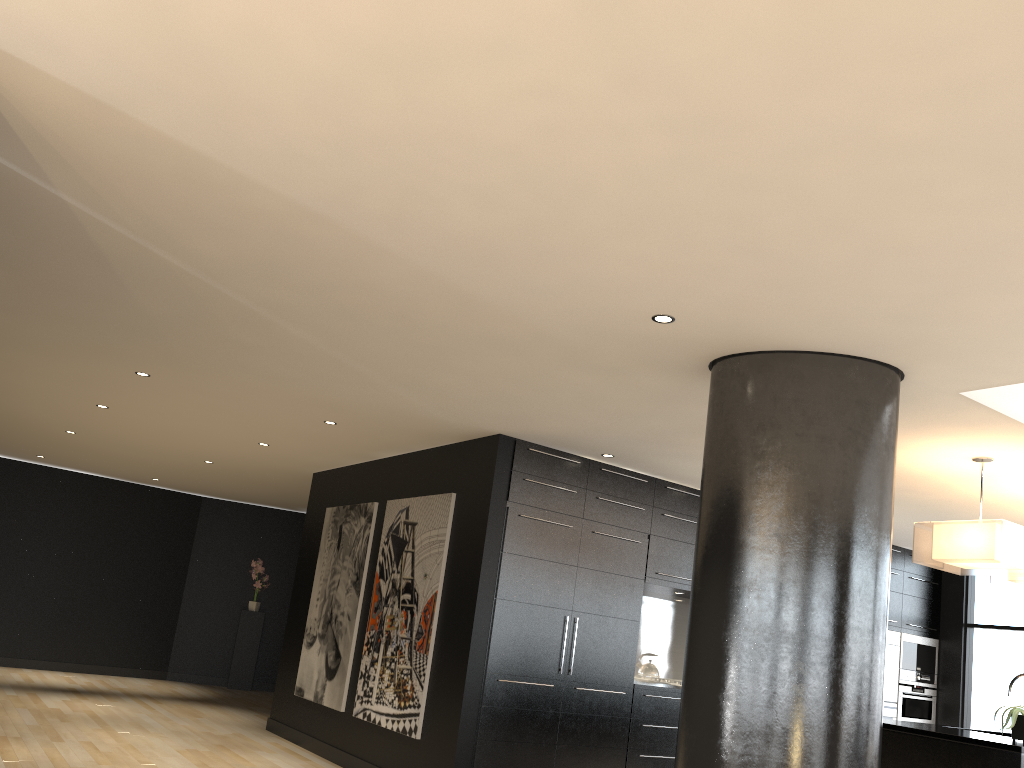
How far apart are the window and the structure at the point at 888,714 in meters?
0.9

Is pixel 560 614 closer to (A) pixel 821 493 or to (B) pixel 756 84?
(A) pixel 821 493

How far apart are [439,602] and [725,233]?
4.3m

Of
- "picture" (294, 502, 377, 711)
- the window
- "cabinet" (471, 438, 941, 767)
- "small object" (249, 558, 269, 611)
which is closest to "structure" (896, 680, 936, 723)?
the window

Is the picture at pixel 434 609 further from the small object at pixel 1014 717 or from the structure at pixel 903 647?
the structure at pixel 903 647

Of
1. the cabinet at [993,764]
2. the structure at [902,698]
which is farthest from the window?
the cabinet at [993,764]

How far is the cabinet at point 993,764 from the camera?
4.4 meters

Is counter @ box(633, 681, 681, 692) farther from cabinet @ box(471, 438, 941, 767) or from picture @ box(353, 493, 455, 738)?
picture @ box(353, 493, 455, 738)

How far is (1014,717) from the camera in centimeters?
491cm

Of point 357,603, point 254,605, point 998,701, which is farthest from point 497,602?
point 254,605
